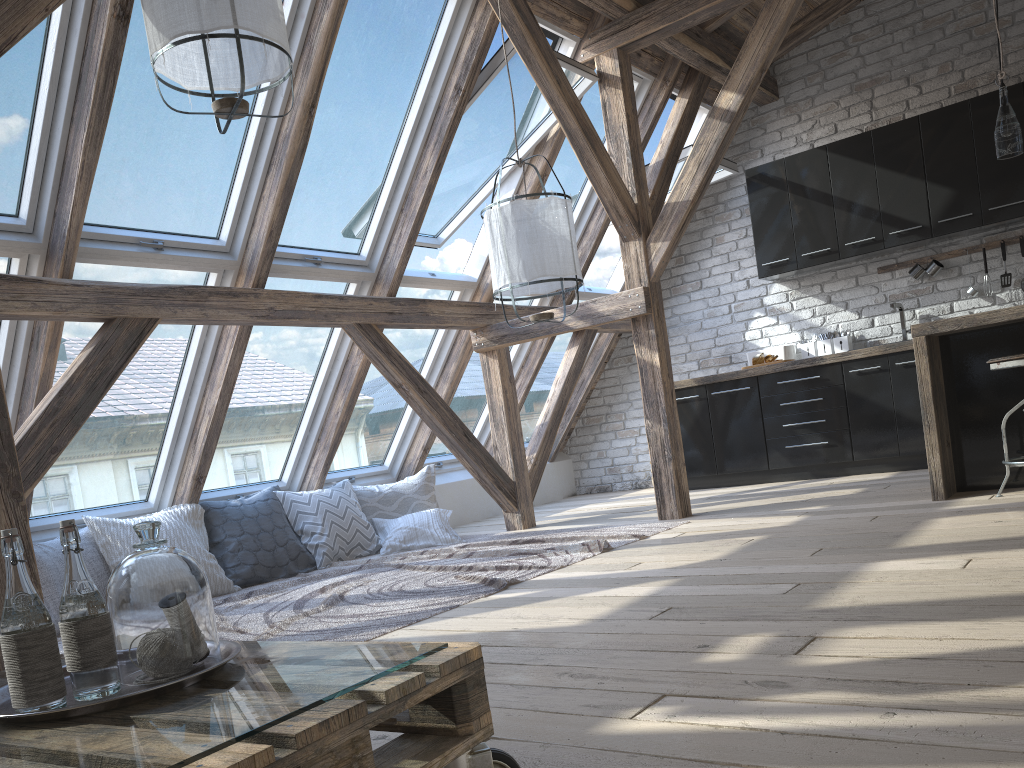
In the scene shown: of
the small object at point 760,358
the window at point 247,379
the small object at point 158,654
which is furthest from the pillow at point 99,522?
the small object at point 760,358

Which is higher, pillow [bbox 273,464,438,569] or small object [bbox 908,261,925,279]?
small object [bbox 908,261,925,279]

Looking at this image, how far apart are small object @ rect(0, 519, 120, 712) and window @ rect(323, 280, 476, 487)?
4.1m

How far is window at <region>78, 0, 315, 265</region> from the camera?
3.68m

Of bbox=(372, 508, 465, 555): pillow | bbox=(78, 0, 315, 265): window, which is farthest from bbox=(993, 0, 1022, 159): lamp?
bbox=(372, 508, 465, 555): pillow

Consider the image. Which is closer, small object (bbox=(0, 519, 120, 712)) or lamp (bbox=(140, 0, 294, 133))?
small object (bbox=(0, 519, 120, 712))

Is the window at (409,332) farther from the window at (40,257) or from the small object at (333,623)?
the window at (40,257)

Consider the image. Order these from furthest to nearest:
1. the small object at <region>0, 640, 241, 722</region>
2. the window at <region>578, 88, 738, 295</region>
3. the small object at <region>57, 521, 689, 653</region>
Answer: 1. the window at <region>578, 88, 738, 295</region>
2. the small object at <region>57, 521, 689, 653</region>
3. the small object at <region>0, 640, 241, 722</region>

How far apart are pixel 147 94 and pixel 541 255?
1.8m

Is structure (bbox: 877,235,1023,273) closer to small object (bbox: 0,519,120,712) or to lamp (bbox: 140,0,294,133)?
lamp (bbox: 140,0,294,133)
